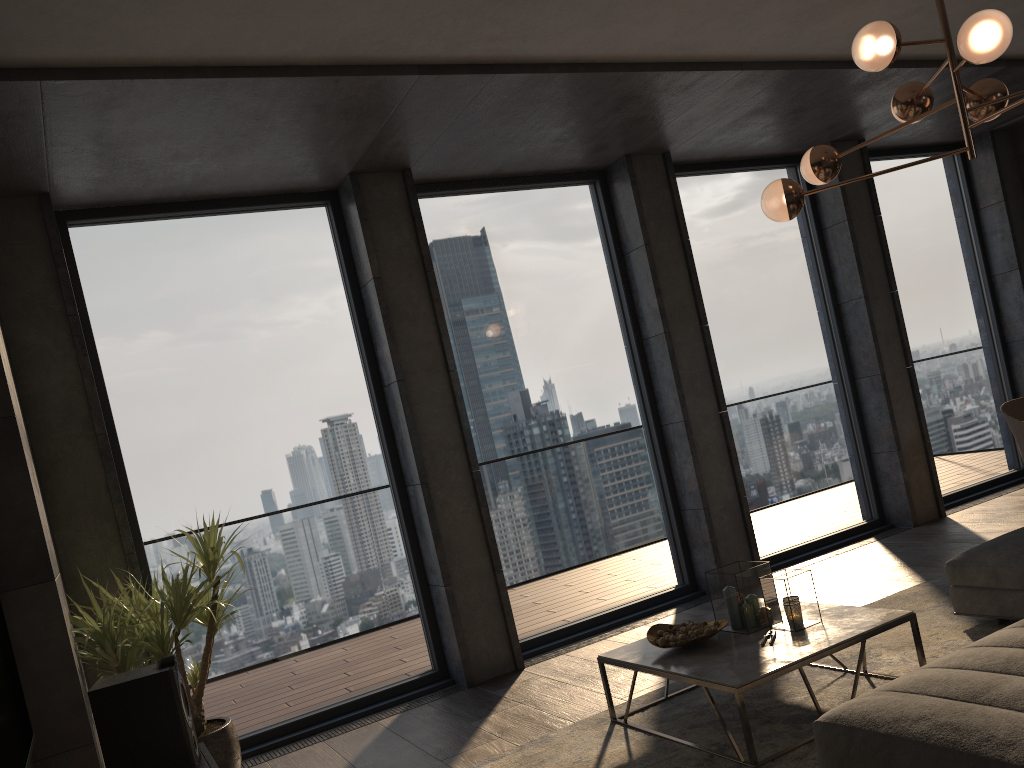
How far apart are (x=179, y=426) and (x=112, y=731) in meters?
2.4

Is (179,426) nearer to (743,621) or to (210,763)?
(210,763)

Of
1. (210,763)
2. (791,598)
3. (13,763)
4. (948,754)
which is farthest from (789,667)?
(13,763)

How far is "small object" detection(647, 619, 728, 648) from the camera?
3.67m

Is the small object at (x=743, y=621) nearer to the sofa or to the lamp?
the sofa

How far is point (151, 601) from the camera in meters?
3.6 m

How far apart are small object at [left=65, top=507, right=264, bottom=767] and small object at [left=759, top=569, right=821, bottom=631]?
2.3 meters

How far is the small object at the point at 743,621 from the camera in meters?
3.6 m

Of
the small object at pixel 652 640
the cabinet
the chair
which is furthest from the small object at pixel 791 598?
the chair

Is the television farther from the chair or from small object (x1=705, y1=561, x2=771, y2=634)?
the chair
